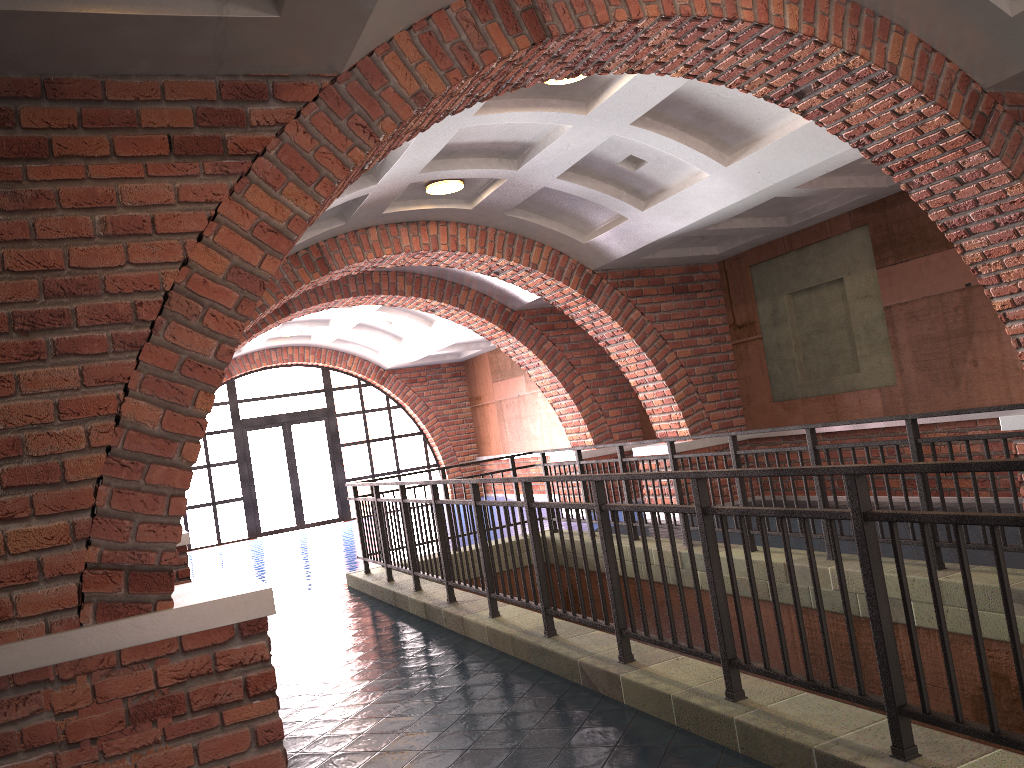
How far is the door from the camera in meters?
18.1

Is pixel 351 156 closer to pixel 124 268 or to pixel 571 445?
pixel 124 268

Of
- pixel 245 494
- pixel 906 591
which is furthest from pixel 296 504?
pixel 906 591

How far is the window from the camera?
17.7 meters

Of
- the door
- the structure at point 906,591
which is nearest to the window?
the door

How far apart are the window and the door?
0.13m

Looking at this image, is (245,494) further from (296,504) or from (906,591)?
(906,591)

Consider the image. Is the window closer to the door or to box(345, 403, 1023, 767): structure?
the door

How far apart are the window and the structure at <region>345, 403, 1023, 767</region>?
9.2 meters

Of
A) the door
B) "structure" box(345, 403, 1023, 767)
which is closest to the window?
the door
